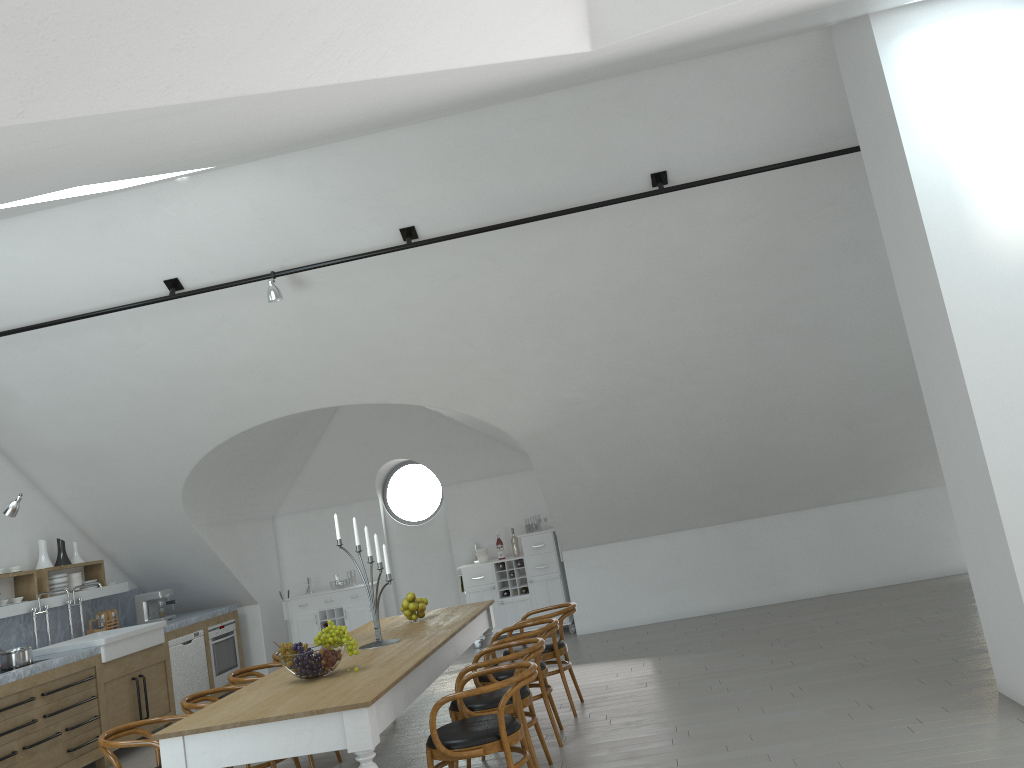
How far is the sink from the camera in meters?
7.5 m

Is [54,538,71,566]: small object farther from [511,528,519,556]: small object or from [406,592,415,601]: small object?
[511,528,519,556]: small object

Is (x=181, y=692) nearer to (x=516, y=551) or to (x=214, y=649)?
(x=214, y=649)

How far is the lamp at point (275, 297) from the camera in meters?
6.5 m

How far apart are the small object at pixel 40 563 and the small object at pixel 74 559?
0.46m

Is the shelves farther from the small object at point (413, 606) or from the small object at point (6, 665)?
the small object at point (413, 606)

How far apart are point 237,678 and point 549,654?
2.1m

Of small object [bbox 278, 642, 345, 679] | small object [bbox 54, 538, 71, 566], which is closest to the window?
small object [bbox 54, 538, 71, 566]

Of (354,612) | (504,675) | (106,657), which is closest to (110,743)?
(504,675)

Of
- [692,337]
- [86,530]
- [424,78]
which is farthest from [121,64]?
[86,530]
